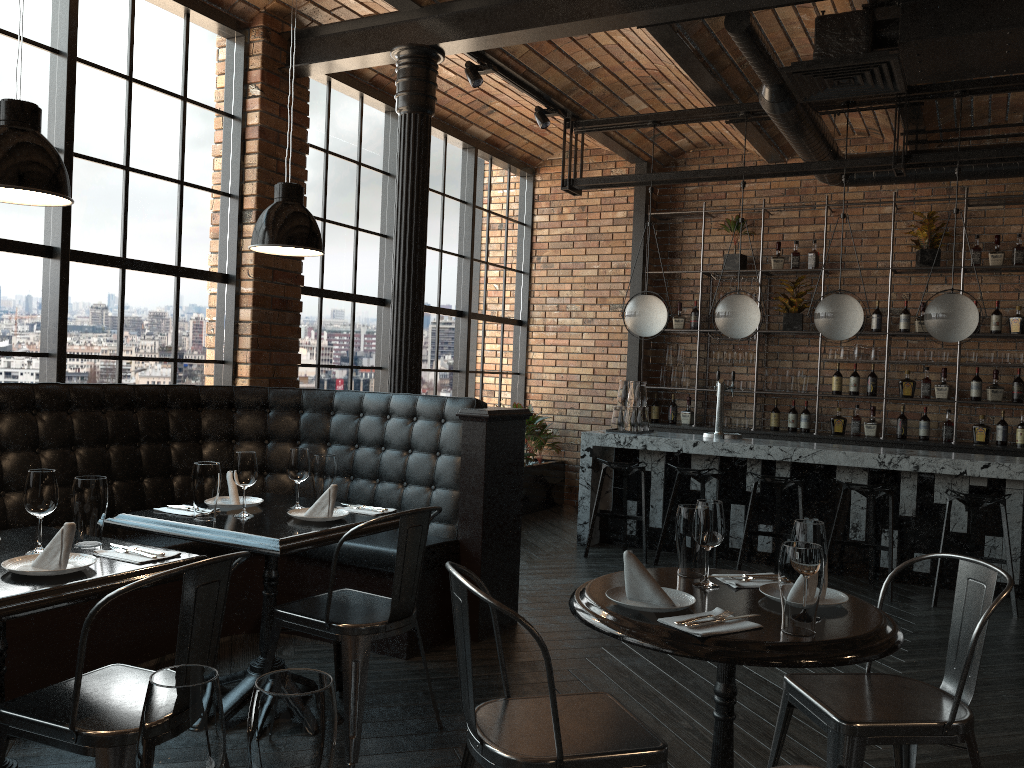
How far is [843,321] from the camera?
6.3 meters

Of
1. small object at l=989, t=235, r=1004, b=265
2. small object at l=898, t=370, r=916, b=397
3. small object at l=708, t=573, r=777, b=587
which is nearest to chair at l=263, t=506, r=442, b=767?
small object at l=708, t=573, r=777, b=587

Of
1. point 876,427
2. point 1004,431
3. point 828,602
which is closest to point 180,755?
point 828,602

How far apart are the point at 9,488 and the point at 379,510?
1.7 meters

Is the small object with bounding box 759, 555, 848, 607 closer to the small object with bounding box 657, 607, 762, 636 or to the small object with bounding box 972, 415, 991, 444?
the small object with bounding box 657, 607, 762, 636

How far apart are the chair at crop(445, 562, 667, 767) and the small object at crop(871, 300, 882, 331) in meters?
6.4

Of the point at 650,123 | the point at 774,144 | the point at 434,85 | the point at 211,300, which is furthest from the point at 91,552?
the point at 774,144

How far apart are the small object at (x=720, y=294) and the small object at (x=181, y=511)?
6.19m

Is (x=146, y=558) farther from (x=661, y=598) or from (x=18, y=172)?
(x=661, y=598)

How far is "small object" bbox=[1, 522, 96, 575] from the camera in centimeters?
238cm
